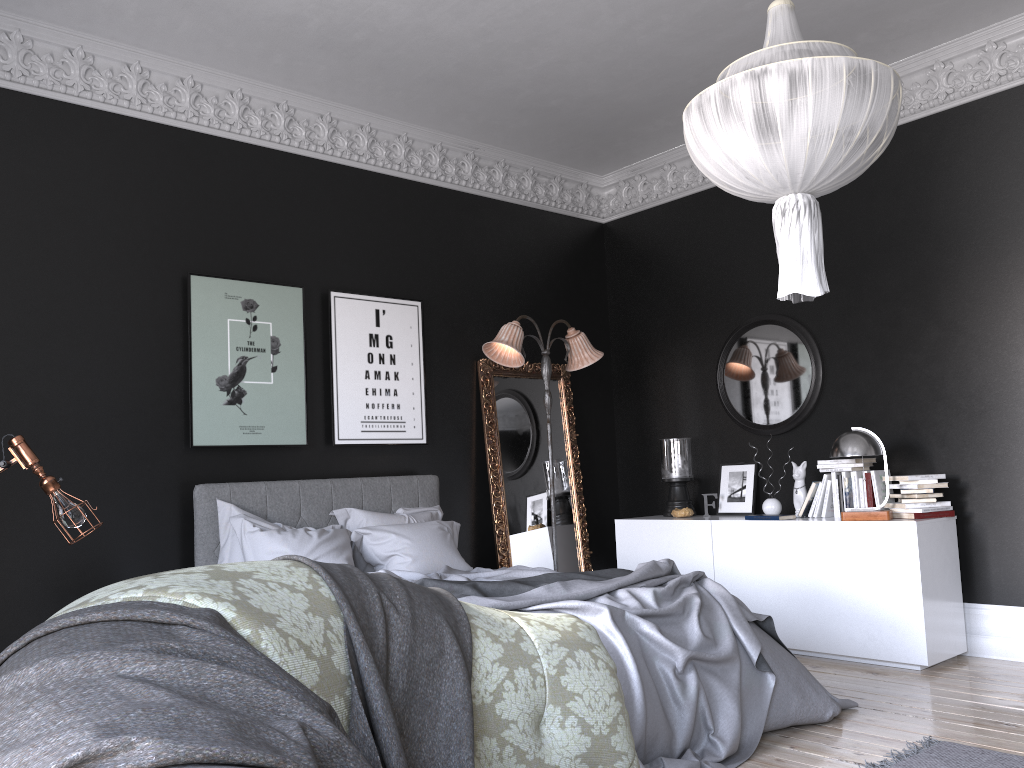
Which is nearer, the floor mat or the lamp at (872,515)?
the floor mat

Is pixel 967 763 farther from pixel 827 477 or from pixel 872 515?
pixel 827 477

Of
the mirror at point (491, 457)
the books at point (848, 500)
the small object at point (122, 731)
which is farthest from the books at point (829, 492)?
the small object at point (122, 731)

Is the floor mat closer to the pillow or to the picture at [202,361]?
the pillow

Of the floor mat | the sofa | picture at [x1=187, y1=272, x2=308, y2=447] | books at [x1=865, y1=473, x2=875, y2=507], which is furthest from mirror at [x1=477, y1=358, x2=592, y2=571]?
the sofa

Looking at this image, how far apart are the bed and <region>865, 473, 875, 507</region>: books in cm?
166

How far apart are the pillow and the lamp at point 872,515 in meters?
2.4

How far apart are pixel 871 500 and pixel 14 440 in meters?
5.0 m

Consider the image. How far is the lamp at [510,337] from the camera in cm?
621

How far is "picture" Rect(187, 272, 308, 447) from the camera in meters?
5.4 m
